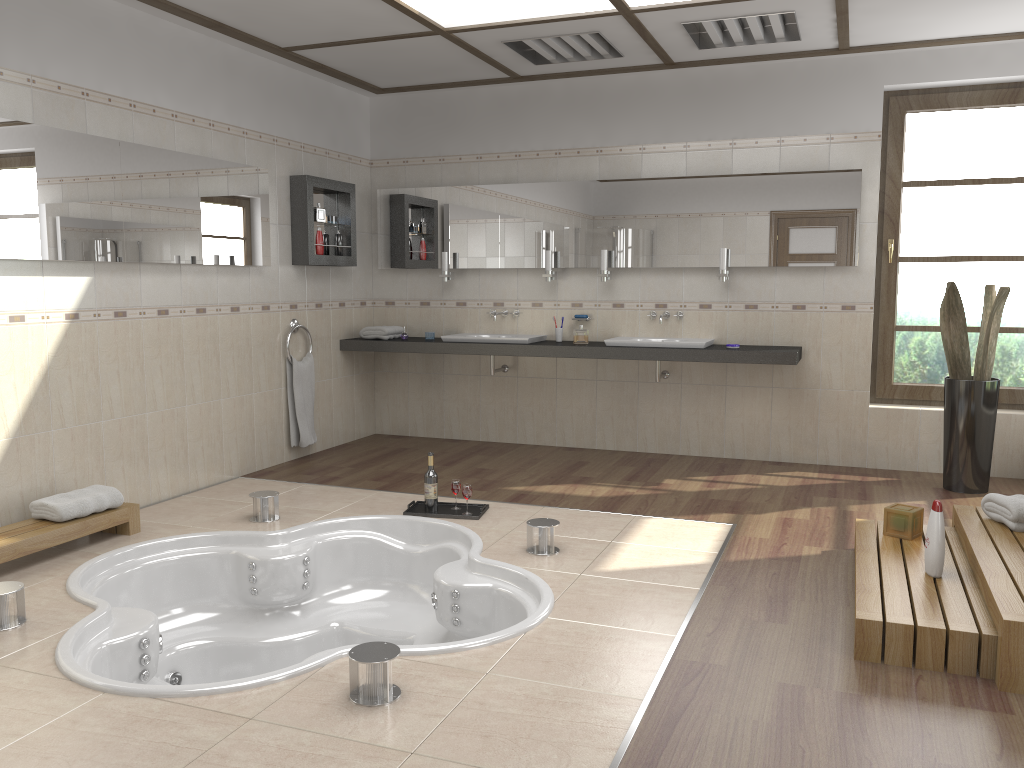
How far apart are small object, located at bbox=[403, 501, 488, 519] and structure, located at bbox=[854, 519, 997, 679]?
1.8 meters

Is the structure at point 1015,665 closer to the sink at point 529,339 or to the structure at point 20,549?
the sink at point 529,339

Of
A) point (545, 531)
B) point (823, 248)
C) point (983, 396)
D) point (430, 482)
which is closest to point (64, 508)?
point (430, 482)

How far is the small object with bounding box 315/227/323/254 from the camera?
6.0m

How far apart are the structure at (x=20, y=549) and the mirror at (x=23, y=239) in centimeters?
118cm

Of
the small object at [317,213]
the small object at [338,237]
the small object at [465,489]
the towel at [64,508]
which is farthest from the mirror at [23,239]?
the small object at [465,489]

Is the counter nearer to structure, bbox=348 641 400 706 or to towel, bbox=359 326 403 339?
towel, bbox=359 326 403 339

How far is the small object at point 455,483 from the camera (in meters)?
4.65

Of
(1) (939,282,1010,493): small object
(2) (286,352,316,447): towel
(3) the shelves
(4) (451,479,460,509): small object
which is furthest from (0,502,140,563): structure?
(1) (939,282,1010,493): small object

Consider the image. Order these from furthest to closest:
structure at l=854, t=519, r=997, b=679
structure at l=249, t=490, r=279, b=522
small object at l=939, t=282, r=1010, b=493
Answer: small object at l=939, t=282, r=1010, b=493 < structure at l=249, t=490, r=279, b=522 < structure at l=854, t=519, r=997, b=679
